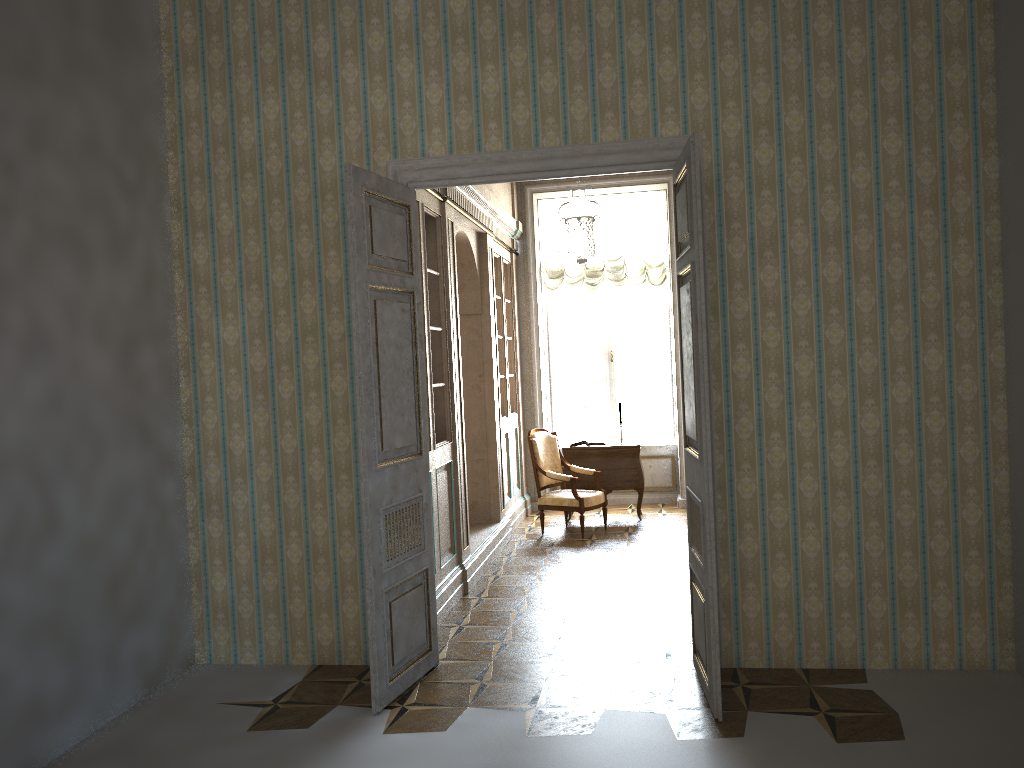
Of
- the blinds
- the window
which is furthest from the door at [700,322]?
the window

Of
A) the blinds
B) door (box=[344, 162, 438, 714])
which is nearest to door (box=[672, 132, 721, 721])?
door (box=[344, 162, 438, 714])

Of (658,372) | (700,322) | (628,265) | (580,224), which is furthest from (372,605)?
(658,372)

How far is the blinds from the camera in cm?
998

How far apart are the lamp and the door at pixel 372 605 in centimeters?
145cm

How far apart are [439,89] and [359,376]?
1.7 meters

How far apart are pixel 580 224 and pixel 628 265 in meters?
2.9 m

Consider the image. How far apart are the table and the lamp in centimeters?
196cm

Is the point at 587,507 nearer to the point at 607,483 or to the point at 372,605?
the point at 607,483

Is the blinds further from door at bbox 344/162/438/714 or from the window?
door at bbox 344/162/438/714
